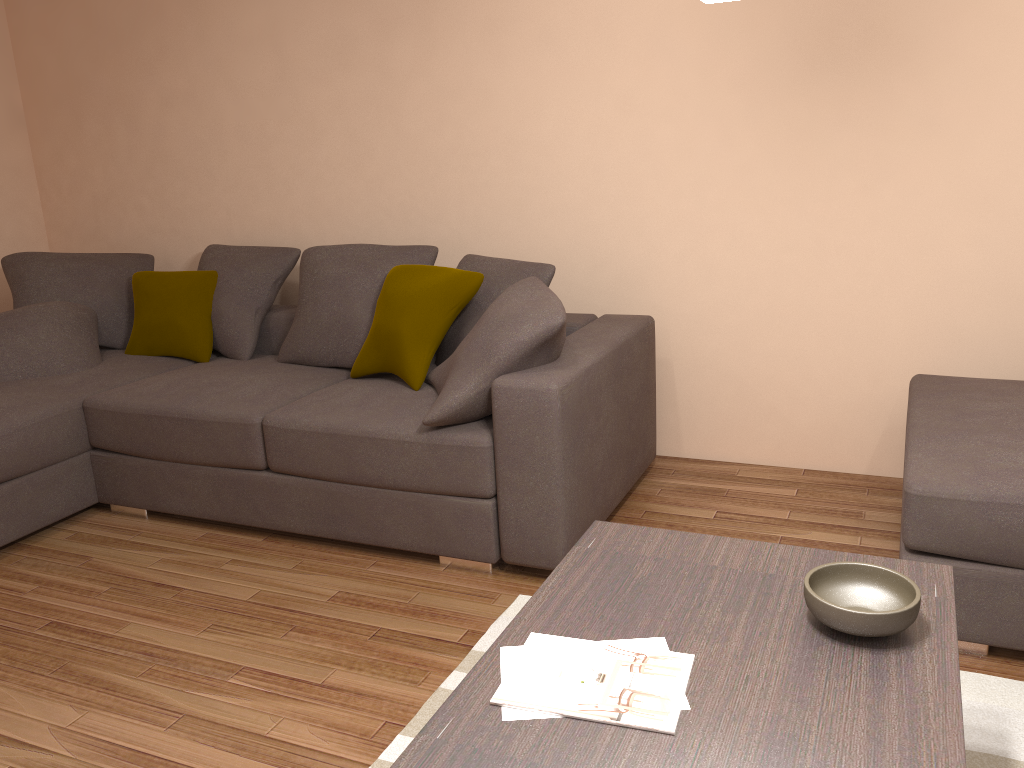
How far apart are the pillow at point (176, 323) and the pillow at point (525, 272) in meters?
1.3

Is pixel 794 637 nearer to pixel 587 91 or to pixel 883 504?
pixel 883 504

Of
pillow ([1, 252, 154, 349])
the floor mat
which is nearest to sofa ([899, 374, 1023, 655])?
the floor mat

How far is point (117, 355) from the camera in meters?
4.7 m

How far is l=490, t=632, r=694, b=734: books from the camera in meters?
1.6 m

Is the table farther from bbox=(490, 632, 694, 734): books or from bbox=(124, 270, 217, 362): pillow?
bbox=(124, 270, 217, 362): pillow

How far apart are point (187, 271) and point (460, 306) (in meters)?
1.88

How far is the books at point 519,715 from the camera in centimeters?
157cm

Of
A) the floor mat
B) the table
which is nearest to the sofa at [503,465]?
the floor mat

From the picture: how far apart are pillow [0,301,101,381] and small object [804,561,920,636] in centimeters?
371cm
